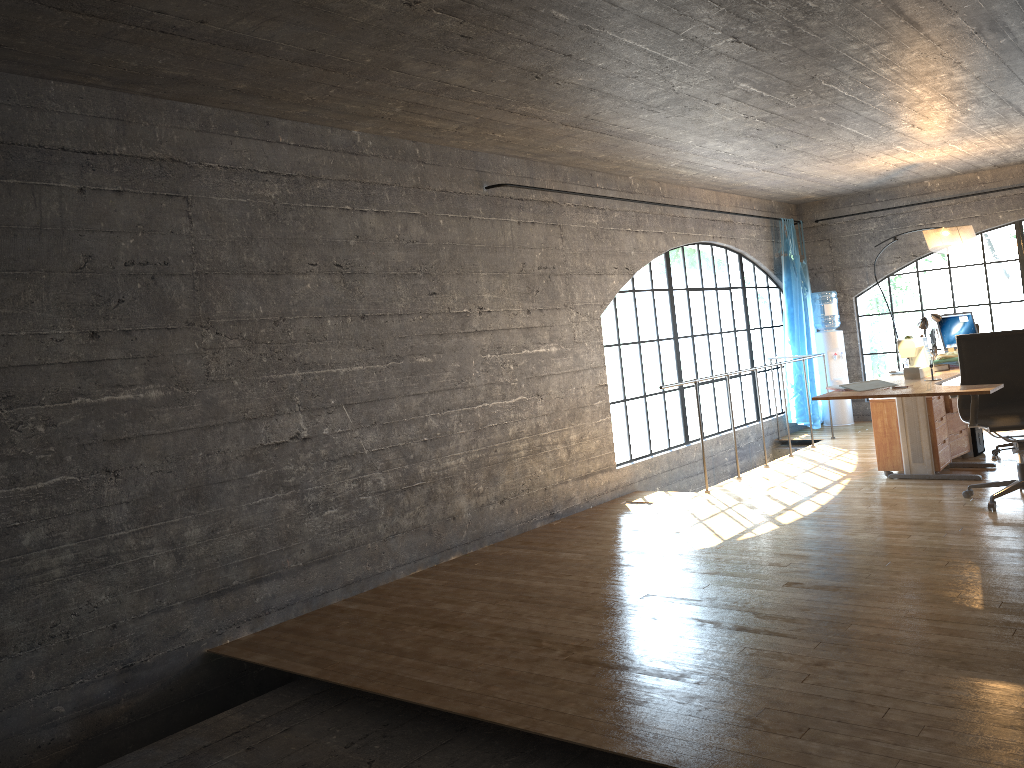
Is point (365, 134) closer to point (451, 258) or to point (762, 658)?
point (451, 258)

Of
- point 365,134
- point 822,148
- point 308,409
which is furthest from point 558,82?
point 822,148

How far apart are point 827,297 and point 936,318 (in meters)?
2.32

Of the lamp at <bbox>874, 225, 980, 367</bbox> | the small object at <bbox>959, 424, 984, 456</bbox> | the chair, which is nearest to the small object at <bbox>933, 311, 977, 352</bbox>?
the lamp at <bbox>874, 225, 980, 367</bbox>

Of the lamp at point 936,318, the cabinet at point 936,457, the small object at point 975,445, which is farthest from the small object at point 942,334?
the cabinet at point 936,457

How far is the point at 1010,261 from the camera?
8.8m

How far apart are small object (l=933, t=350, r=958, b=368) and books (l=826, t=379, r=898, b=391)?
1.3m

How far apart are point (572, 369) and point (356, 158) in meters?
2.3 m

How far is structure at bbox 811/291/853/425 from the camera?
9.65m

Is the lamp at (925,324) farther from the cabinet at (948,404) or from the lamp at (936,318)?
the lamp at (936,318)
